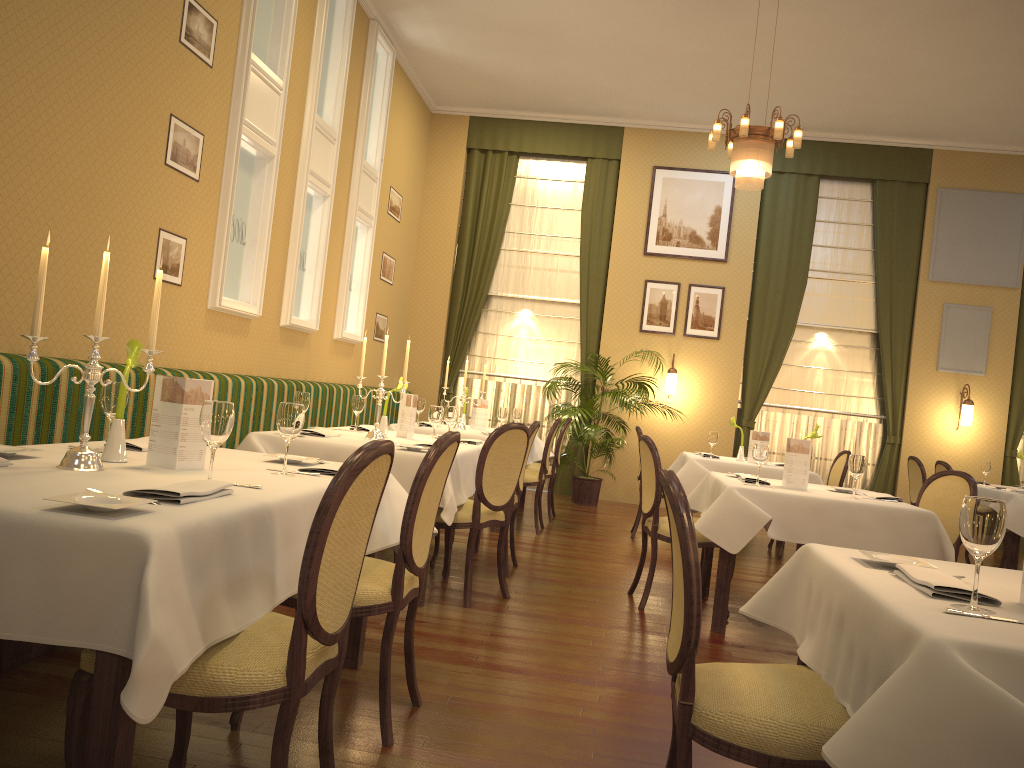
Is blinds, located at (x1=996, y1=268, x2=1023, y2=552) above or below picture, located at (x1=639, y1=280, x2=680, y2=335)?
below

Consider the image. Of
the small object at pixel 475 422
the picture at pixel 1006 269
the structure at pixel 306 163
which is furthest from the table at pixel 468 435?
the picture at pixel 1006 269

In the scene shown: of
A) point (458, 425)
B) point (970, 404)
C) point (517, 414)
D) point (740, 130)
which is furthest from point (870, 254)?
point (458, 425)

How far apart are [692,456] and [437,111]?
5.7 meters

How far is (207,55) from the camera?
5.4 meters

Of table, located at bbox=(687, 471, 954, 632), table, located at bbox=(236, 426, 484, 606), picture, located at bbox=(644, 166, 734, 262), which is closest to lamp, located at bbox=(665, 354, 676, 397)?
picture, located at bbox=(644, 166, 734, 262)

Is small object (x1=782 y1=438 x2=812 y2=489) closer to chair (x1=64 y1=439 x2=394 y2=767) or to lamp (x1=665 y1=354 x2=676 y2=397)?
chair (x1=64 y1=439 x2=394 y2=767)

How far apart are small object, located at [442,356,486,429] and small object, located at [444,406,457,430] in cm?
217

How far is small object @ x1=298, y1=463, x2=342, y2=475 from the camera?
2.9 meters

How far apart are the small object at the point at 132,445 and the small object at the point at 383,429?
2.2 meters
